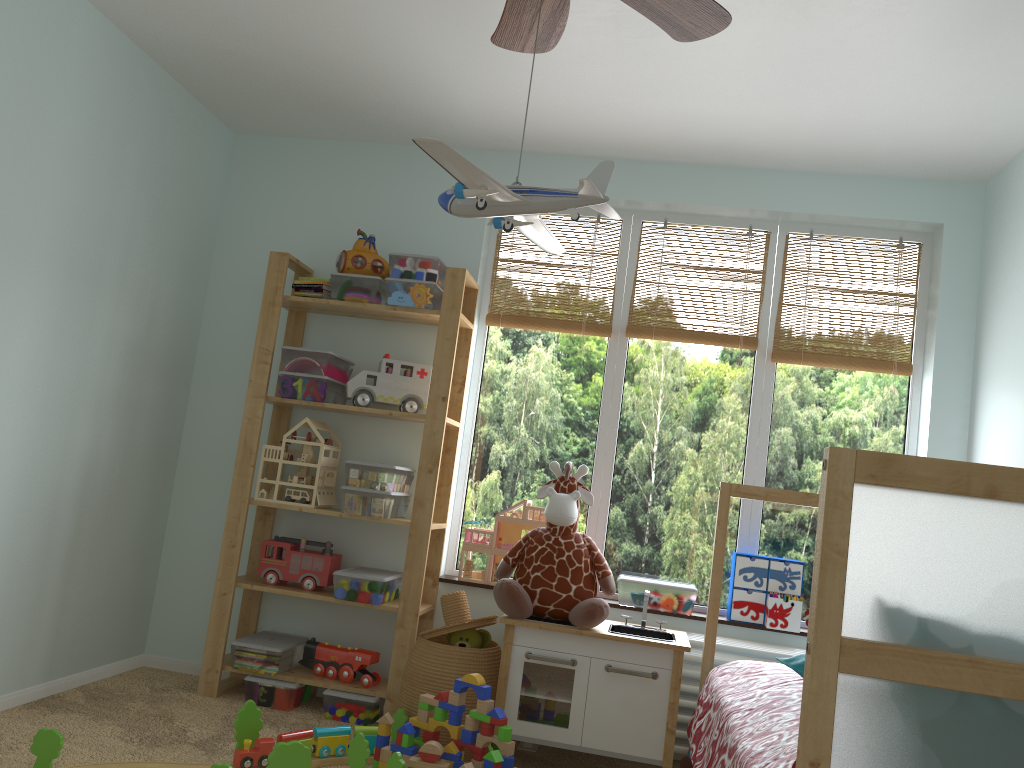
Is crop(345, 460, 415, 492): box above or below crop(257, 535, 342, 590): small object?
above

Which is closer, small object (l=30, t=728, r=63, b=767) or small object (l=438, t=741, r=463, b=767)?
small object (l=30, t=728, r=63, b=767)

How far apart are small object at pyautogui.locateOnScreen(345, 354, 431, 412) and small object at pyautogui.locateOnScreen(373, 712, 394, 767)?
1.1 meters

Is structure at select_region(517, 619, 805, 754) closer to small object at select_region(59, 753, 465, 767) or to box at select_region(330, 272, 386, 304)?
small object at select_region(59, 753, 465, 767)

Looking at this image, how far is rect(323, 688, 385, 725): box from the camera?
3.1 meters

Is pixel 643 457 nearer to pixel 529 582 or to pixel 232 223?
Answer: pixel 529 582

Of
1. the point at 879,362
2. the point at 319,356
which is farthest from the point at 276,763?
the point at 879,362

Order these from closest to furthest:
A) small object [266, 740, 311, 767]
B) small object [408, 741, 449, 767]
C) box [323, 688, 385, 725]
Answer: small object [266, 740, 311, 767] → small object [408, 741, 449, 767] → box [323, 688, 385, 725]

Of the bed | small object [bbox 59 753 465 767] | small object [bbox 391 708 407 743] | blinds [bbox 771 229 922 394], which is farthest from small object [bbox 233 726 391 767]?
blinds [bbox 771 229 922 394]

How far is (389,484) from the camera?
3.2m
